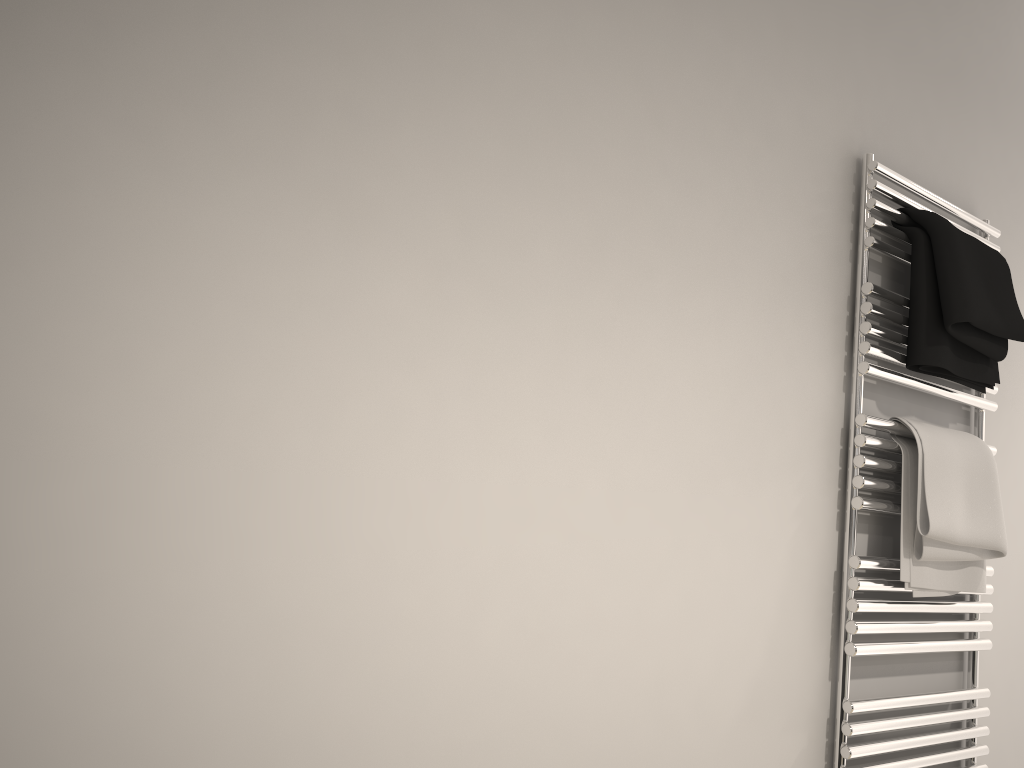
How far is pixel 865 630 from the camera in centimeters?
146cm

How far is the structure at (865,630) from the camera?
1.46m

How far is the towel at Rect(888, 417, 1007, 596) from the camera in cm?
151

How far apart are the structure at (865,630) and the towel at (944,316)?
0.01m

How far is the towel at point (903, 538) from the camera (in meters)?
1.51

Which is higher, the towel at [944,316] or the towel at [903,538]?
the towel at [944,316]

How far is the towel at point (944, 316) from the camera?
1.52m

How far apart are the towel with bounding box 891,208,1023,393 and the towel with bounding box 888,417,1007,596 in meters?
0.1

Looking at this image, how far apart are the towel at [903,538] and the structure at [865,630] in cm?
1
